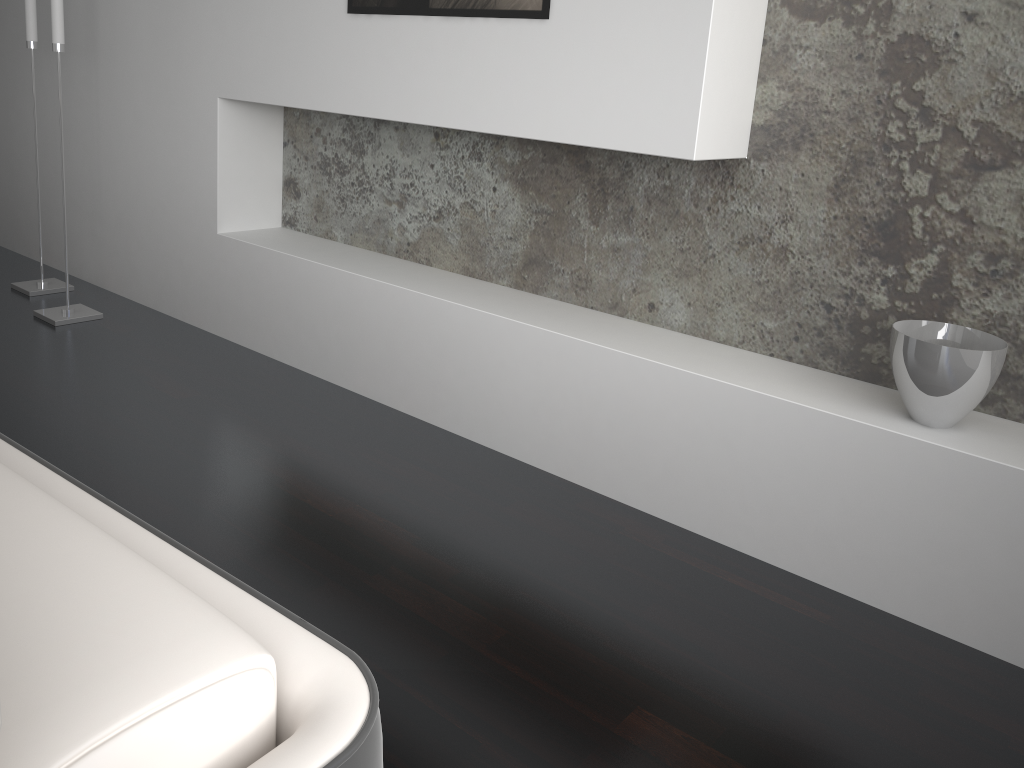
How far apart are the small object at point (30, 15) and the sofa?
3.1 meters

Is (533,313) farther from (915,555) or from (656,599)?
(915,555)

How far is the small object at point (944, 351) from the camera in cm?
172

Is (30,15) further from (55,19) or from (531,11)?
(531,11)

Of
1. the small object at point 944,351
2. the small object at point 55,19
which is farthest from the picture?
the small object at point 55,19

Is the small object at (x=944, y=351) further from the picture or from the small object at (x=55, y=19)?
the small object at (x=55, y=19)

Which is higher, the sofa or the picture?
the picture

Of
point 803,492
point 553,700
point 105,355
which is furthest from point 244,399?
point 803,492

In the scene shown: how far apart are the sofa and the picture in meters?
1.7 m

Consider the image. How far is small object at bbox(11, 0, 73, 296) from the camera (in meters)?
3.34
